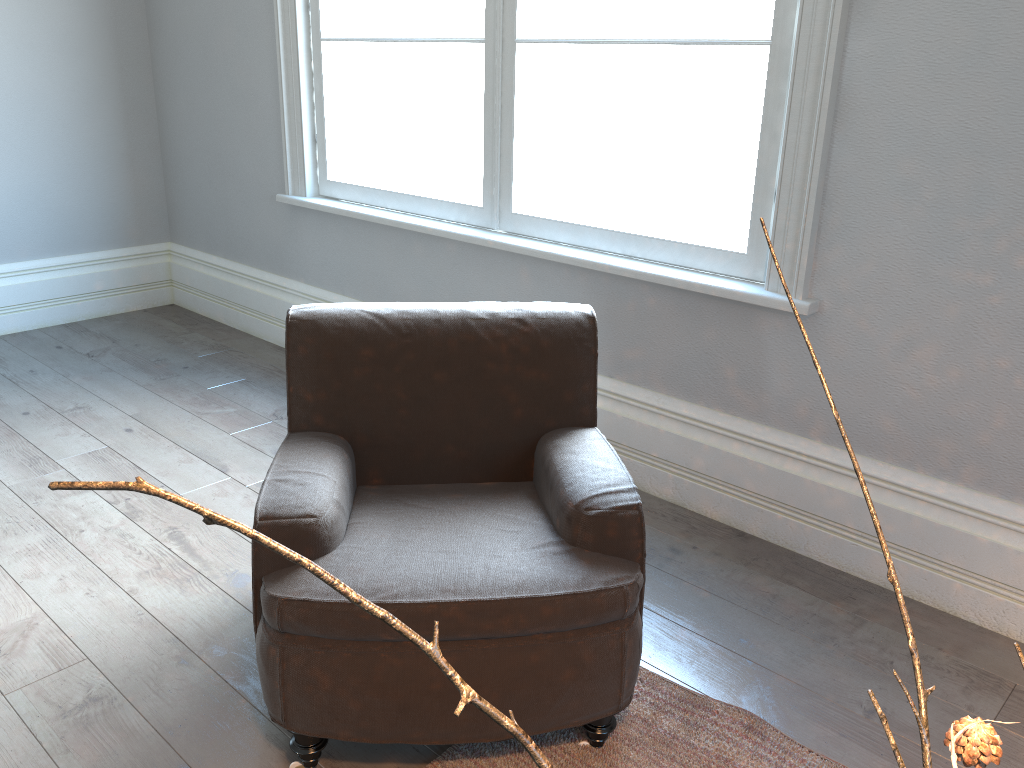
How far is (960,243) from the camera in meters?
2.2 m

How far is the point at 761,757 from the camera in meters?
1.9

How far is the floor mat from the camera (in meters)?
1.85

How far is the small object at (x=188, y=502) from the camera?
0.3m

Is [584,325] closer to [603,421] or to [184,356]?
[603,421]

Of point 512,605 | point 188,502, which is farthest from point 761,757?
point 188,502

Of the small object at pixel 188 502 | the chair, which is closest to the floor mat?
the chair

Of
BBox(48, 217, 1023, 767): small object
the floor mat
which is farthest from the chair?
BBox(48, 217, 1023, 767): small object

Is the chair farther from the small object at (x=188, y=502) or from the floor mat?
the small object at (x=188, y=502)

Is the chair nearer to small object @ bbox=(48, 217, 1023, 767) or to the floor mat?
the floor mat
